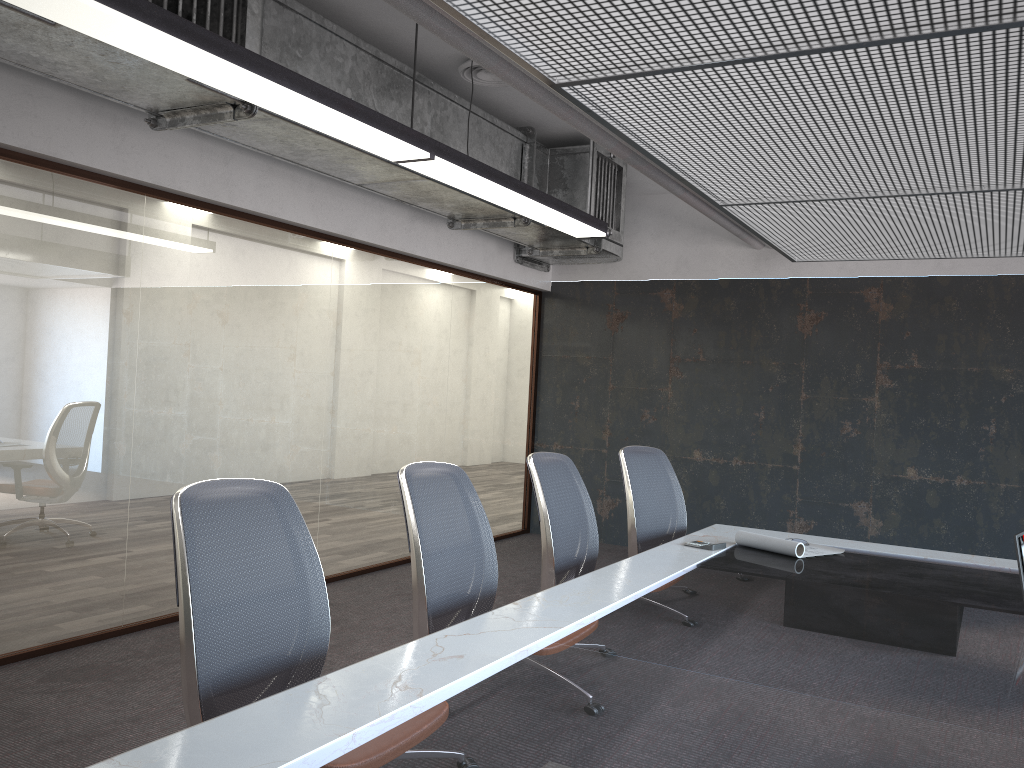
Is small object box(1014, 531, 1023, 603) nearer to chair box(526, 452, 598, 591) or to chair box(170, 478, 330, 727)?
chair box(526, 452, 598, 591)

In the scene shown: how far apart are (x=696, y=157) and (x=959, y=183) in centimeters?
105cm

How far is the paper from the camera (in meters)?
4.03

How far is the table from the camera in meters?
1.7 m

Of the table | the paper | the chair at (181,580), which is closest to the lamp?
the chair at (181,580)

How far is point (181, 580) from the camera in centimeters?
211cm

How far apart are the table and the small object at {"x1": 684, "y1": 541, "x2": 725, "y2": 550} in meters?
0.1

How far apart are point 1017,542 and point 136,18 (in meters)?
3.32

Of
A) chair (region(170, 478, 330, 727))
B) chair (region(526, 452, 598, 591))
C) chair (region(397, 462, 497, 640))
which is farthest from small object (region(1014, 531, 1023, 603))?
chair (region(170, 478, 330, 727))

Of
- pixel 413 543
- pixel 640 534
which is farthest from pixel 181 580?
pixel 640 534
